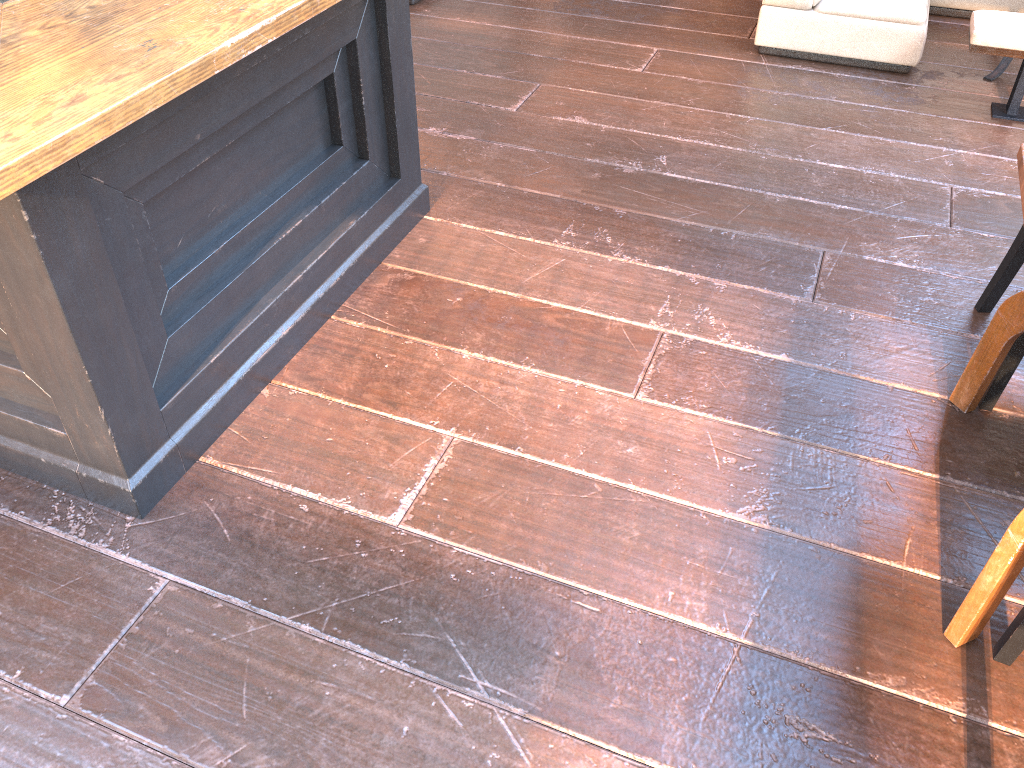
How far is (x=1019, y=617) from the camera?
1.78m

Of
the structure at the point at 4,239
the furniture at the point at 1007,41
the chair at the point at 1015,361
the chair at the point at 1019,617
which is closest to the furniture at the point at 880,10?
the furniture at the point at 1007,41

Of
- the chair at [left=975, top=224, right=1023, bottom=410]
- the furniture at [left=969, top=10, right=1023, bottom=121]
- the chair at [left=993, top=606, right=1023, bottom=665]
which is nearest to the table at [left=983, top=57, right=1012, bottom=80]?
the furniture at [left=969, top=10, right=1023, bottom=121]

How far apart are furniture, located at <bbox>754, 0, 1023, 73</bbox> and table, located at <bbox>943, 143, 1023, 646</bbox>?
2.36m

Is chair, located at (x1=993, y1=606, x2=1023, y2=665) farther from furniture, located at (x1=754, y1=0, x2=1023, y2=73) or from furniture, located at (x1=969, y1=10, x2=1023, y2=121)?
furniture, located at (x1=754, y1=0, x2=1023, y2=73)

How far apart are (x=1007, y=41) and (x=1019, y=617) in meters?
2.7

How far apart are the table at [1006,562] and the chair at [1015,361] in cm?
3

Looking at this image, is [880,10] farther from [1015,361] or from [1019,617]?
[1019,617]

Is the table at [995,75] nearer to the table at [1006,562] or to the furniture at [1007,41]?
the furniture at [1007,41]

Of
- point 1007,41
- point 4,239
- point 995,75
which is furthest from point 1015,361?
point 995,75
